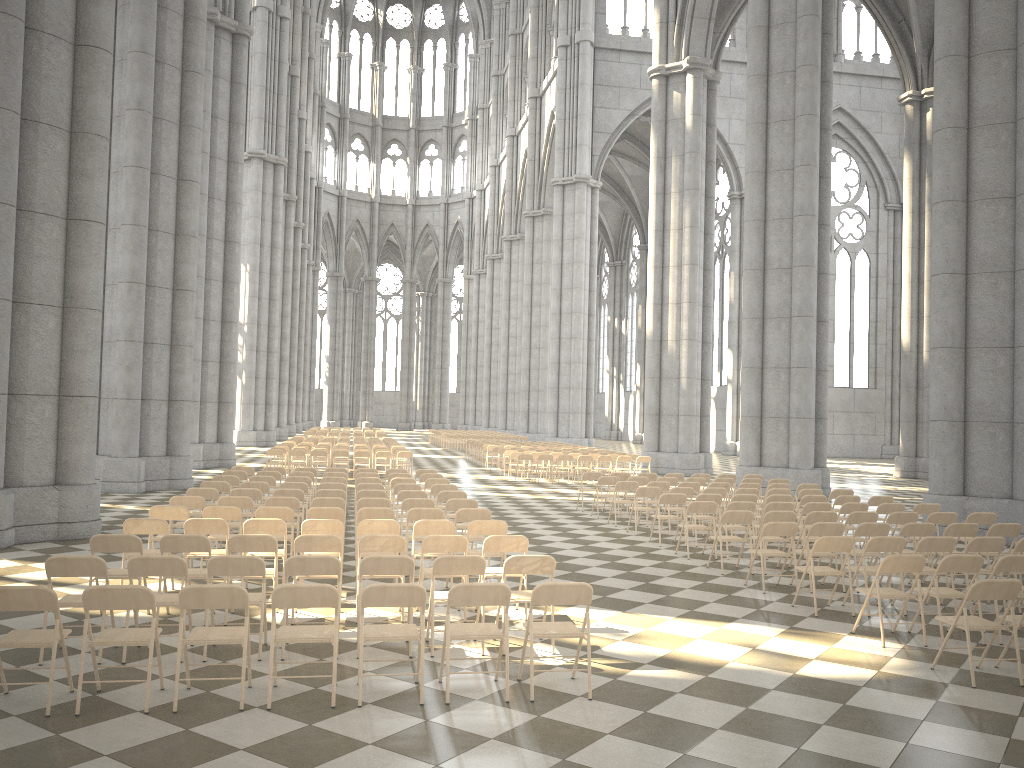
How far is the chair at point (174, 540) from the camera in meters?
7.9 m

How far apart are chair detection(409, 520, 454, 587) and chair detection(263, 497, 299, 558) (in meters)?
2.49

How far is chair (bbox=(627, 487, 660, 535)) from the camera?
14.7 meters

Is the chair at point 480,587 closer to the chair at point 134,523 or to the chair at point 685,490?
the chair at point 134,523

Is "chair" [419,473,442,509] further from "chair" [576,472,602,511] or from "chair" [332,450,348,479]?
"chair" [332,450,348,479]

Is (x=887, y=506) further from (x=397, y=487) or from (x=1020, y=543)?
(x=397, y=487)

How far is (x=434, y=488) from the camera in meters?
14.1 m

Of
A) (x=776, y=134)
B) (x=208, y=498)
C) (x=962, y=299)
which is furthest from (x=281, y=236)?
(x=962, y=299)

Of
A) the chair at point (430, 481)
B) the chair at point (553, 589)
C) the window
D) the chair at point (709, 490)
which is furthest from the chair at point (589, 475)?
the window

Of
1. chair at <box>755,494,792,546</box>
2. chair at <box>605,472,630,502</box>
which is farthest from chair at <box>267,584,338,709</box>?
chair at <box>605,472,630,502</box>
